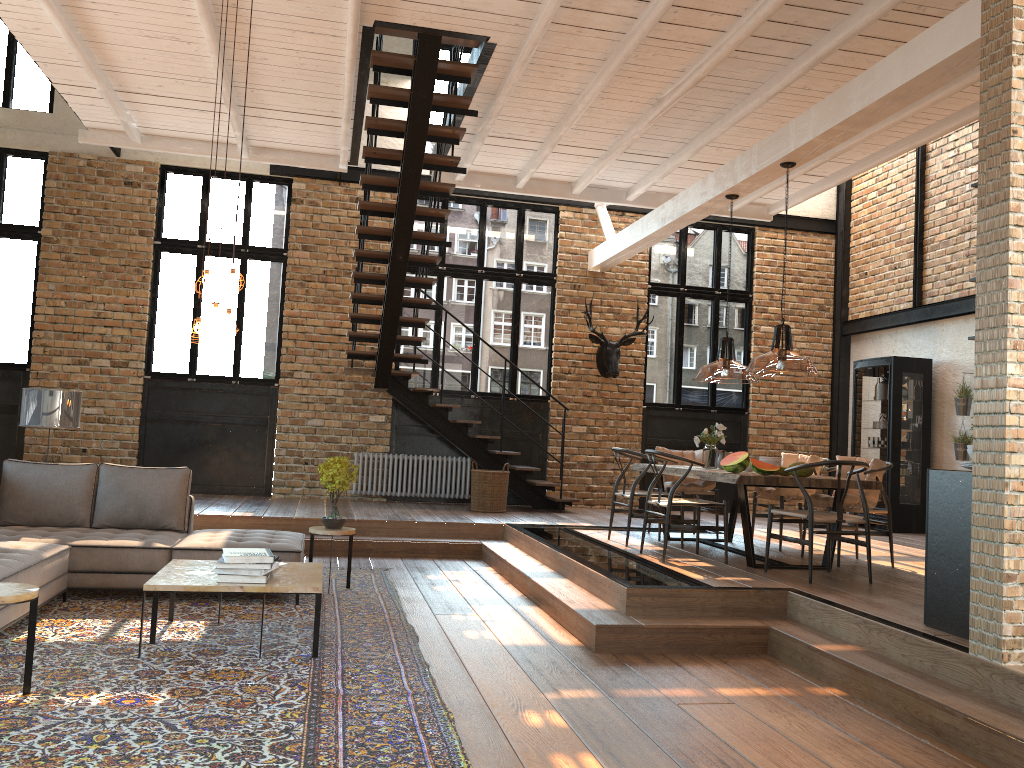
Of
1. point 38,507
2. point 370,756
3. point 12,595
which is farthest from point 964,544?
point 38,507

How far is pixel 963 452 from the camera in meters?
10.1

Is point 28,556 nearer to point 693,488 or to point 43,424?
point 43,424

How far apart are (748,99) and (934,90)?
2.4 meters

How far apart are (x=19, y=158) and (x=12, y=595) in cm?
908

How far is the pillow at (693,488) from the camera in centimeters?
871cm

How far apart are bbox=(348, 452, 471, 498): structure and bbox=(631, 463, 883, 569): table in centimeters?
341cm

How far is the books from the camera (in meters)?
4.73

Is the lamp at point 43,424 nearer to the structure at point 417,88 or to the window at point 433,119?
the structure at point 417,88

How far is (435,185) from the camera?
8.5 meters
